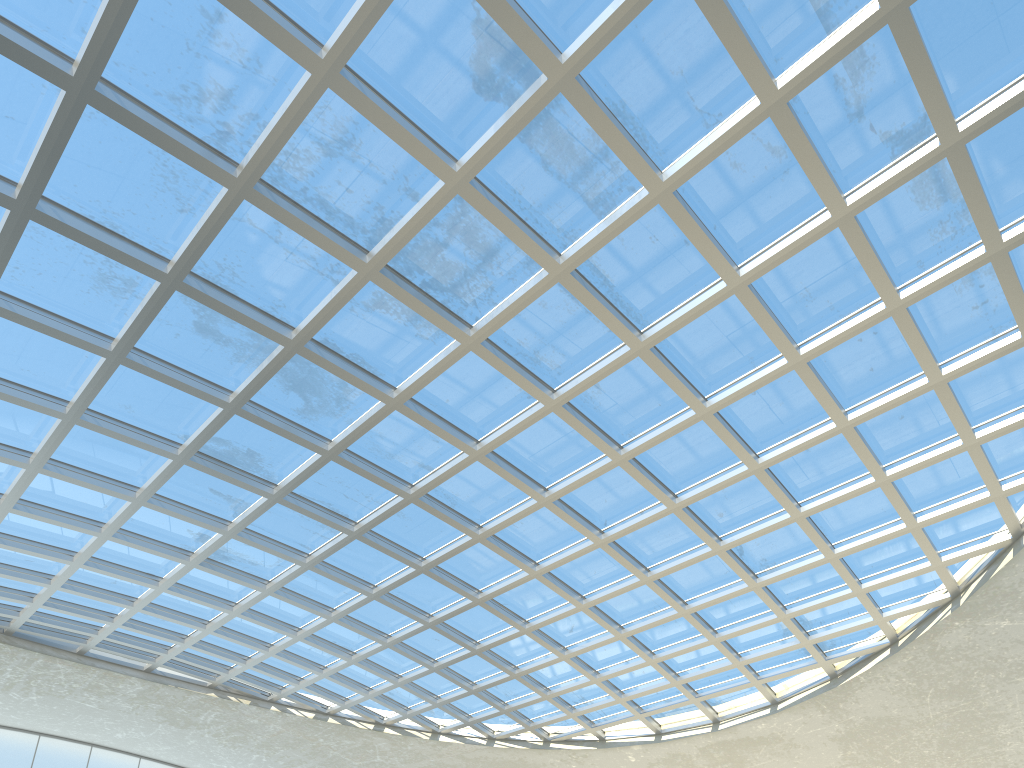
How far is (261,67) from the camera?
31.59m

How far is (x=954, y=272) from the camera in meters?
37.7 m

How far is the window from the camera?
31.59m

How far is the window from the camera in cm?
3159

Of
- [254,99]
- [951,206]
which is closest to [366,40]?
[254,99]
